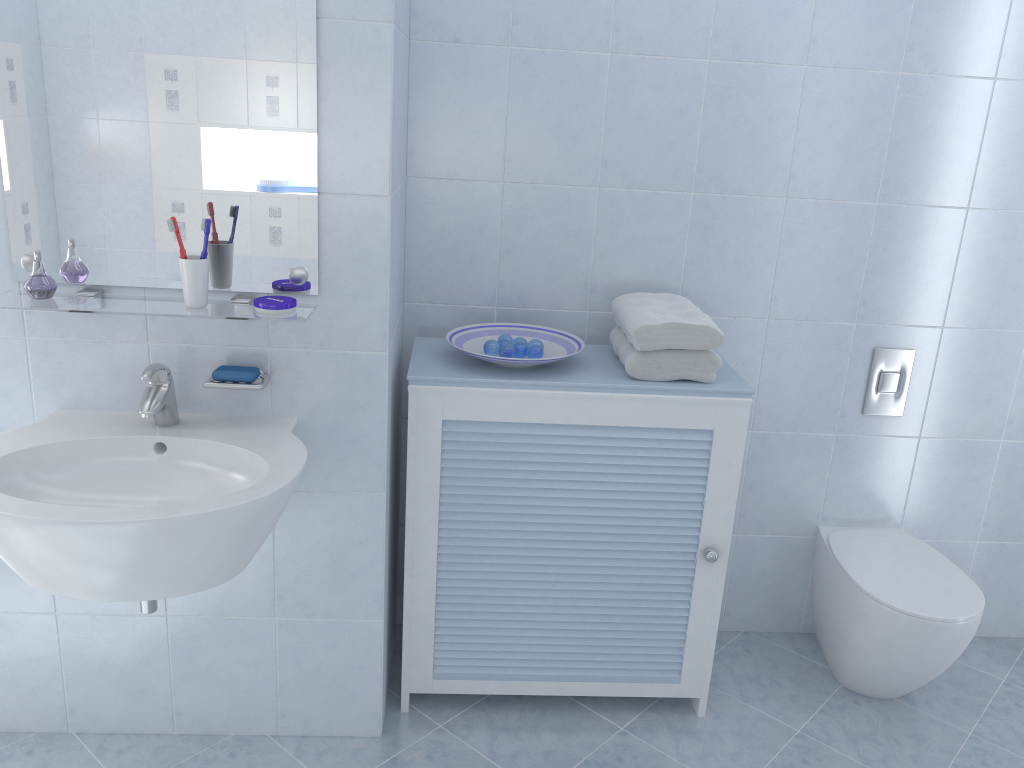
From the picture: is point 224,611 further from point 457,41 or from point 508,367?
point 457,41

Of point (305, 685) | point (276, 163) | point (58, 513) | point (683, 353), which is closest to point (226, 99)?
point (276, 163)

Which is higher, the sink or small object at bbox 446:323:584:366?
small object at bbox 446:323:584:366

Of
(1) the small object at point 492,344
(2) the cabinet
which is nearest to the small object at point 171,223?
(2) the cabinet

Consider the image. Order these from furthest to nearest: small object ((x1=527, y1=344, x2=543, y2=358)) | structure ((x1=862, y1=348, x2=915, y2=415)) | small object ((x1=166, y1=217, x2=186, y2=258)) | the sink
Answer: structure ((x1=862, y1=348, x2=915, y2=415)) < small object ((x1=527, y1=344, x2=543, y2=358)) < small object ((x1=166, y1=217, x2=186, y2=258)) < the sink

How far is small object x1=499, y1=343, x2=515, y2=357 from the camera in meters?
2.1 m

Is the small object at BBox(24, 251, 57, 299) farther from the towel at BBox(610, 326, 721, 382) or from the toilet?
the toilet

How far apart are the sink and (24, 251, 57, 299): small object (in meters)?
0.24

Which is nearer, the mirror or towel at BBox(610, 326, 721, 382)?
the mirror

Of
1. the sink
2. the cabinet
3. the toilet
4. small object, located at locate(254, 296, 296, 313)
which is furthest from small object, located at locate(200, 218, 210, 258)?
the toilet
